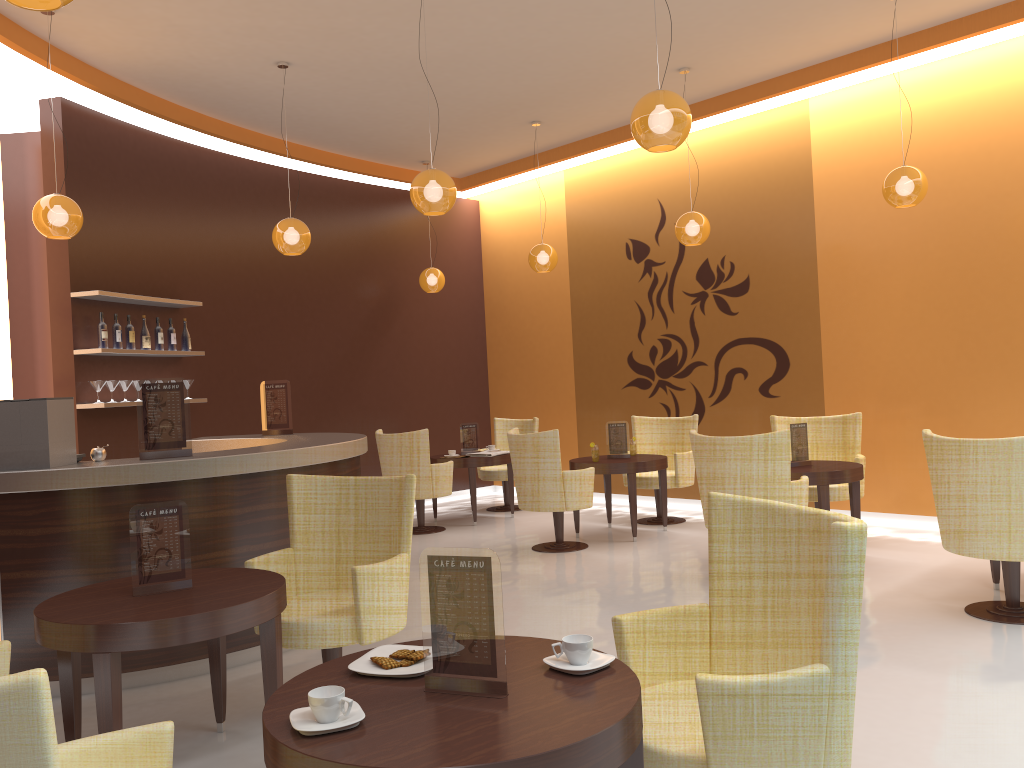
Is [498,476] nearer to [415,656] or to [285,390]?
[285,390]

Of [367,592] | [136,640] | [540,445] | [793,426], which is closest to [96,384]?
[540,445]

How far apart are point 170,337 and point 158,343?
0.2 meters

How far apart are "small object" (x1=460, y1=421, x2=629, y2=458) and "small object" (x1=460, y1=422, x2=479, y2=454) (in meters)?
1.85

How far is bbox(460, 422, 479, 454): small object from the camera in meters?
9.3

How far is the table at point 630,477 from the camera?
7.53m

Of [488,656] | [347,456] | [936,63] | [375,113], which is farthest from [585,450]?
[488,656]

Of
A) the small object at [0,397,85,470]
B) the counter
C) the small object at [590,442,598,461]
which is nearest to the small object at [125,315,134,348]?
the counter

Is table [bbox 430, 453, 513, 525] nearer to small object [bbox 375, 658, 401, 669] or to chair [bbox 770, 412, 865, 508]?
chair [bbox 770, 412, 865, 508]

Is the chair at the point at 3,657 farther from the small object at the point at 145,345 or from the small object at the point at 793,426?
the small object at the point at 793,426
